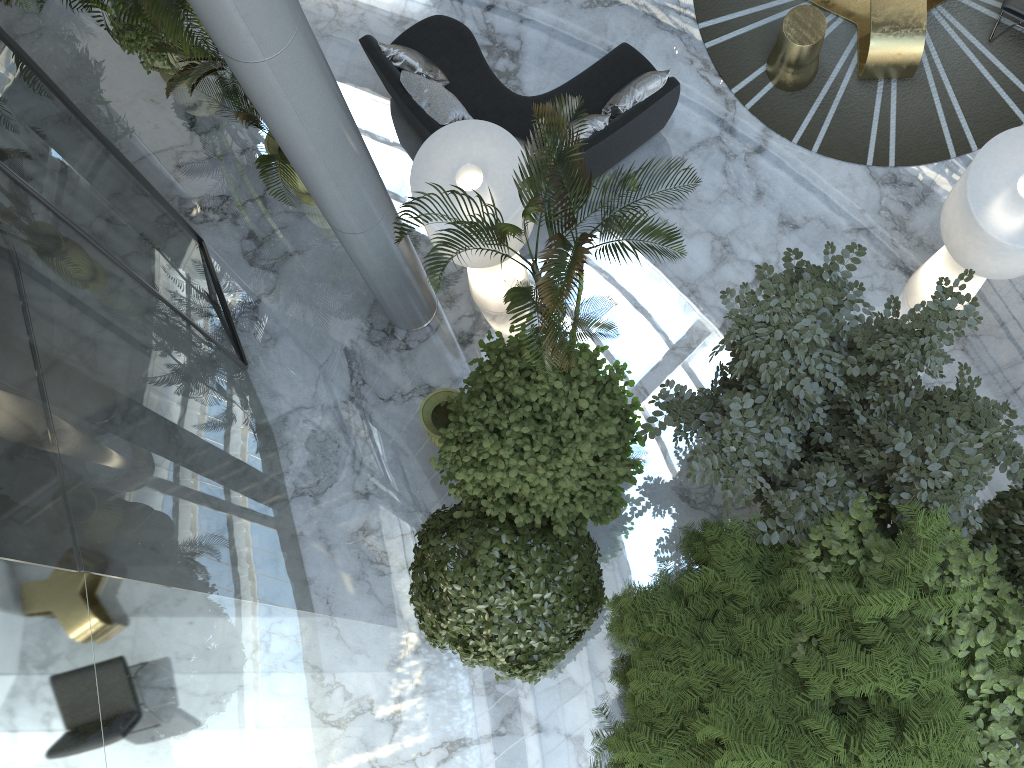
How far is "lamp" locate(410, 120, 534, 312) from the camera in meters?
6.6 m

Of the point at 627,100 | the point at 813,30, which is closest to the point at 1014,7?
the point at 813,30

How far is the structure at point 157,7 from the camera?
5.3 meters

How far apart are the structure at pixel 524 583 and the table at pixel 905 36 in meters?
5.1

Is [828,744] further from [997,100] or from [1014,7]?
[1014,7]

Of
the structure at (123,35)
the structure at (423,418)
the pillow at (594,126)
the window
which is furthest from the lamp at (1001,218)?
the structure at (123,35)

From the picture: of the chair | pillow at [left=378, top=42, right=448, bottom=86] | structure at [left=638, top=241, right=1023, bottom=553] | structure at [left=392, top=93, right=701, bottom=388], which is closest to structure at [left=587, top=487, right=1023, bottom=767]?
structure at [left=638, top=241, right=1023, bottom=553]

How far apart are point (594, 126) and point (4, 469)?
5.4 meters

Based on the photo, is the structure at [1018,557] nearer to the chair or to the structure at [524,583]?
the structure at [524,583]

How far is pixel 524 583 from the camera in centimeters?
560cm
